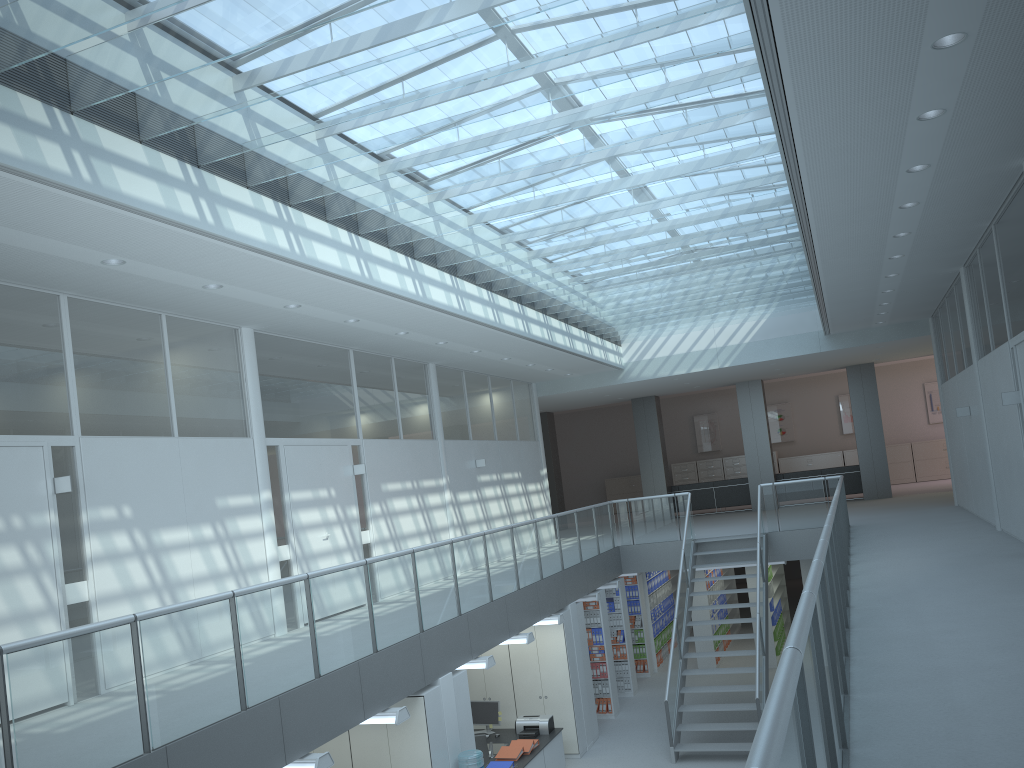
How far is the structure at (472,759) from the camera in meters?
7.5 m

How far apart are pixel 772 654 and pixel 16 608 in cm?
1159

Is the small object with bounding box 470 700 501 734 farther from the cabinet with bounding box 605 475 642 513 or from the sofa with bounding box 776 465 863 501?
the cabinet with bounding box 605 475 642 513

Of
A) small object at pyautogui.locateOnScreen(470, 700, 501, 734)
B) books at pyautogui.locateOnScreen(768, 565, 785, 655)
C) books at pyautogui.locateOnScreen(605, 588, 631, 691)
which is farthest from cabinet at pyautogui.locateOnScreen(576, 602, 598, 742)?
books at pyautogui.locateOnScreen(768, 565, 785, 655)

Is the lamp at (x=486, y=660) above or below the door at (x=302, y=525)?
below

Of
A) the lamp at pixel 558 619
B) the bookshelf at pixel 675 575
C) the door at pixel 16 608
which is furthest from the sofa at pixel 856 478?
the door at pixel 16 608

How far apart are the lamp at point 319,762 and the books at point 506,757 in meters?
4.1 m

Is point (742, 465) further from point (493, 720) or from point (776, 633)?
point (493, 720)

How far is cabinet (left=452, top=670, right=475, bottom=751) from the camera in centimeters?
793cm

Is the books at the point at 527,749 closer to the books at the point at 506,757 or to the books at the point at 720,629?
the books at the point at 506,757
